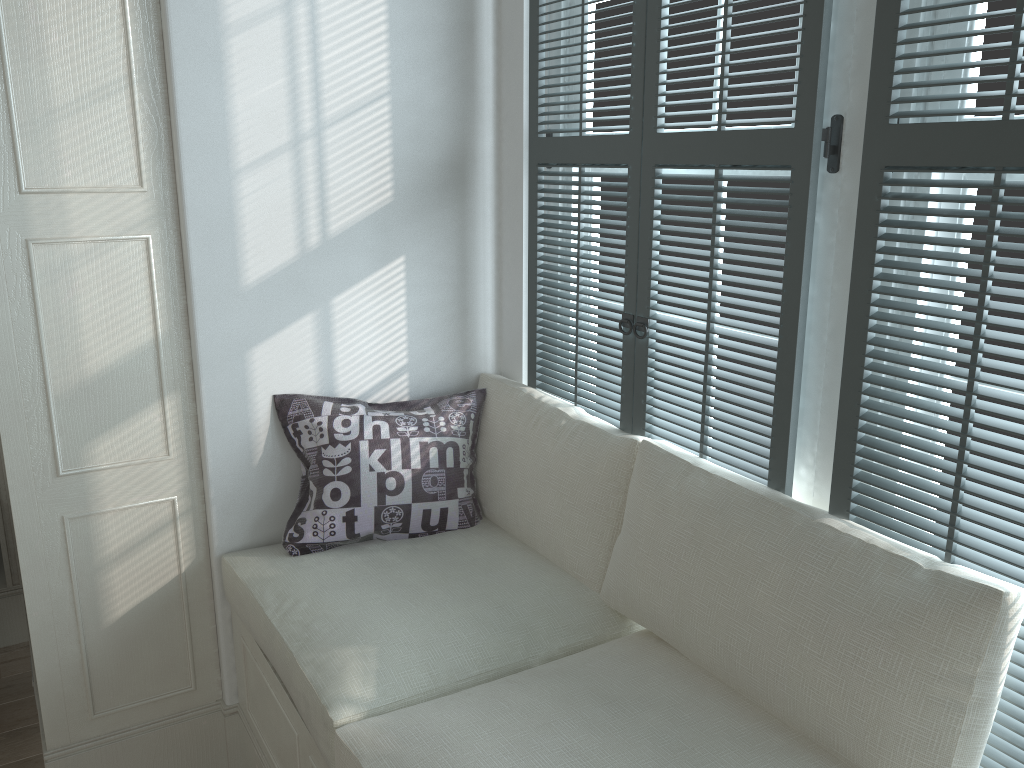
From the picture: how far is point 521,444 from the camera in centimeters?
212cm

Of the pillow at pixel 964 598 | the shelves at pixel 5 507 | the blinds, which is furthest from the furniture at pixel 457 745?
the shelves at pixel 5 507

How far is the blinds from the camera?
1.24m

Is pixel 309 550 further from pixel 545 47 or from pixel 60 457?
pixel 545 47

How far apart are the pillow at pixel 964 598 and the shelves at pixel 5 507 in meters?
2.0 m

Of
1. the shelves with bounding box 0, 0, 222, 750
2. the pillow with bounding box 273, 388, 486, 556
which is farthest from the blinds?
the shelves with bounding box 0, 0, 222, 750

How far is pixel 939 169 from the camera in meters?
1.2

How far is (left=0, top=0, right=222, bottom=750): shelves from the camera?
1.8m

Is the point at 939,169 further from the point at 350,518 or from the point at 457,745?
the point at 350,518

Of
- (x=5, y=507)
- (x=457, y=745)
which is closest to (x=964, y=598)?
(x=457, y=745)
